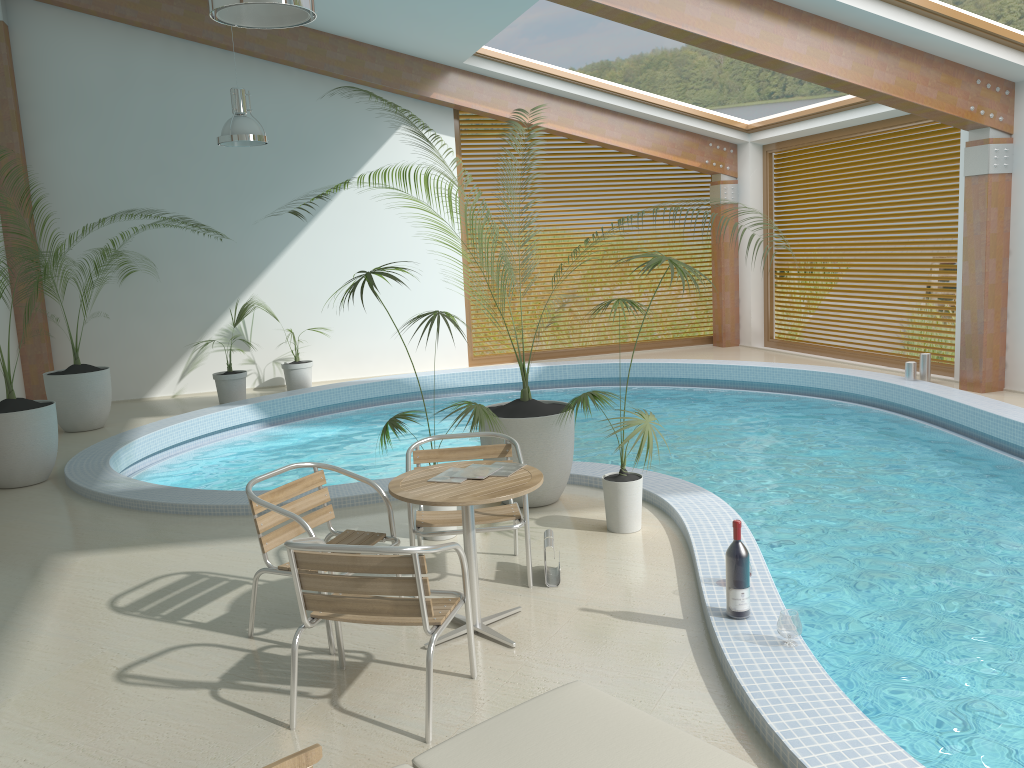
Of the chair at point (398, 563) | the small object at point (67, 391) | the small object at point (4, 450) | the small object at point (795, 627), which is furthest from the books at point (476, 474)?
the small object at point (67, 391)

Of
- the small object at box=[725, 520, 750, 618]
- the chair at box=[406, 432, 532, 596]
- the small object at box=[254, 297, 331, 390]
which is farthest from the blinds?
the small object at box=[725, 520, 750, 618]

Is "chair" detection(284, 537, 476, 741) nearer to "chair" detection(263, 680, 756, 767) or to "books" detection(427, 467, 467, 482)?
"books" detection(427, 467, 467, 482)

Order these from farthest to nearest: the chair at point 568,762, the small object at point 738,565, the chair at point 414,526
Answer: the chair at point 414,526
the small object at point 738,565
the chair at point 568,762

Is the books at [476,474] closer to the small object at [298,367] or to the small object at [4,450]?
the small object at [4,450]

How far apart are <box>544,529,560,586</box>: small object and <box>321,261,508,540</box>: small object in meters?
0.8 m

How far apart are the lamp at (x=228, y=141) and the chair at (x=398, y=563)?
6.4 meters

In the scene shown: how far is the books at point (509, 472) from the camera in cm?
408

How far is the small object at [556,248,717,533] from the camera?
5.28m

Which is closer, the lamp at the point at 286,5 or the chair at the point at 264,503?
the chair at the point at 264,503
